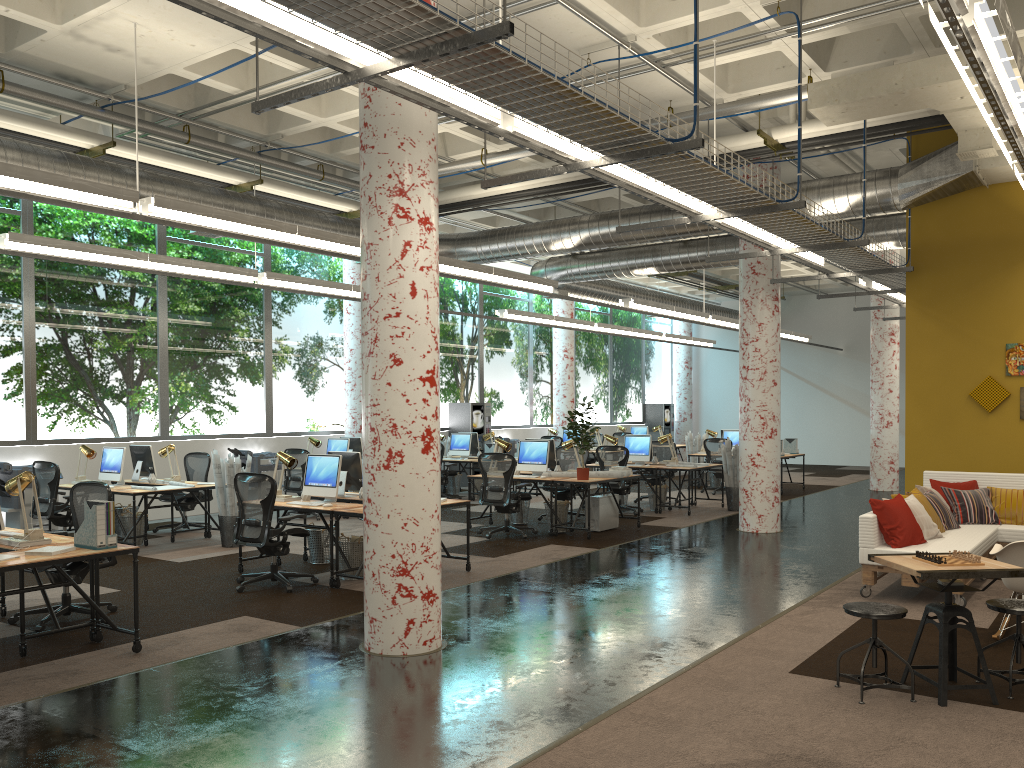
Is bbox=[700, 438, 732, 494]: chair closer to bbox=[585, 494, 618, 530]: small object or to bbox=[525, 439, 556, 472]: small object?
bbox=[585, 494, 618, 530]: small object

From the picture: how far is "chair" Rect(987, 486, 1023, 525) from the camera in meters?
8.9 m

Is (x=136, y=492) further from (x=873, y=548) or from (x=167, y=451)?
(x=873, y=548)

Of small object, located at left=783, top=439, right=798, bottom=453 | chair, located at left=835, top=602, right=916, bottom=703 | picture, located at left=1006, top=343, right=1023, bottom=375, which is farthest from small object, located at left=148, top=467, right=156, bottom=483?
small object, located at left=783, top=439, right=798, bottom=453

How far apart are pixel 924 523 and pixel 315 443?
9.3 meters

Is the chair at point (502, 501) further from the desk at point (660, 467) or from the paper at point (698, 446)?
the paper at point (698, 446)

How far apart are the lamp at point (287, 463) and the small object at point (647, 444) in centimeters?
690cm

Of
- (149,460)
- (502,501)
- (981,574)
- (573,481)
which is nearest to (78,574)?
(149,460)

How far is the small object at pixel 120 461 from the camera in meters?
10.9

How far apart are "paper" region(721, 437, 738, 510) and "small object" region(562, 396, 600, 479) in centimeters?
370cm
